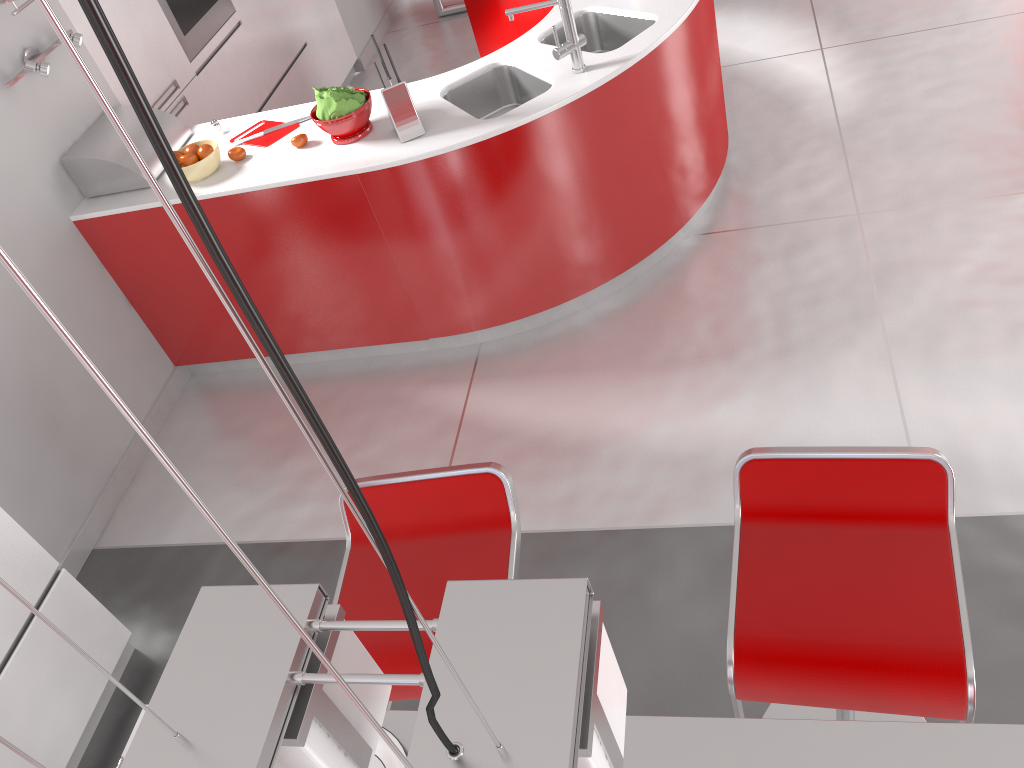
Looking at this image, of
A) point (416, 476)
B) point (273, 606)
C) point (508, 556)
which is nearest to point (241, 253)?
point (416, 476)

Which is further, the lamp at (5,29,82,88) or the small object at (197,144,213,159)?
the small object at (197,144,213,159)

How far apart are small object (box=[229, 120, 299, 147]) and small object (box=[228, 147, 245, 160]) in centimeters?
10cm

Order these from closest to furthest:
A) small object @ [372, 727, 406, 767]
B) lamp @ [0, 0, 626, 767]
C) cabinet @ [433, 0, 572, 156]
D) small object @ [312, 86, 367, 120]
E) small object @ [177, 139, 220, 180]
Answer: lamp @ [0, 0, 626, 767] < small object @ [372, 727, 406, 767] < small object @ [312, 86, 367, 120] < small object @ [177, 139, 220, 180] < cabinet @ [433, 0, 572, 156]

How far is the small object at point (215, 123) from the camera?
3.5m

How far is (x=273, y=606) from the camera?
0.6m

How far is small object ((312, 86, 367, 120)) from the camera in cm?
306

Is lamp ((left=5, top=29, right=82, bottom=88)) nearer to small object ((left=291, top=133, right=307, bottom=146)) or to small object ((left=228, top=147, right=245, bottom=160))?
small object ((left=228, top=147, right=245, bottom=160))

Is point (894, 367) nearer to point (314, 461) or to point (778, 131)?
point (778, 131)

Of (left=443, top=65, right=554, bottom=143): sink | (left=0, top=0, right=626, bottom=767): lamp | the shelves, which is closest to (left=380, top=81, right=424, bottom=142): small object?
(left=443, top=65, right=554, bottom=143): sink
